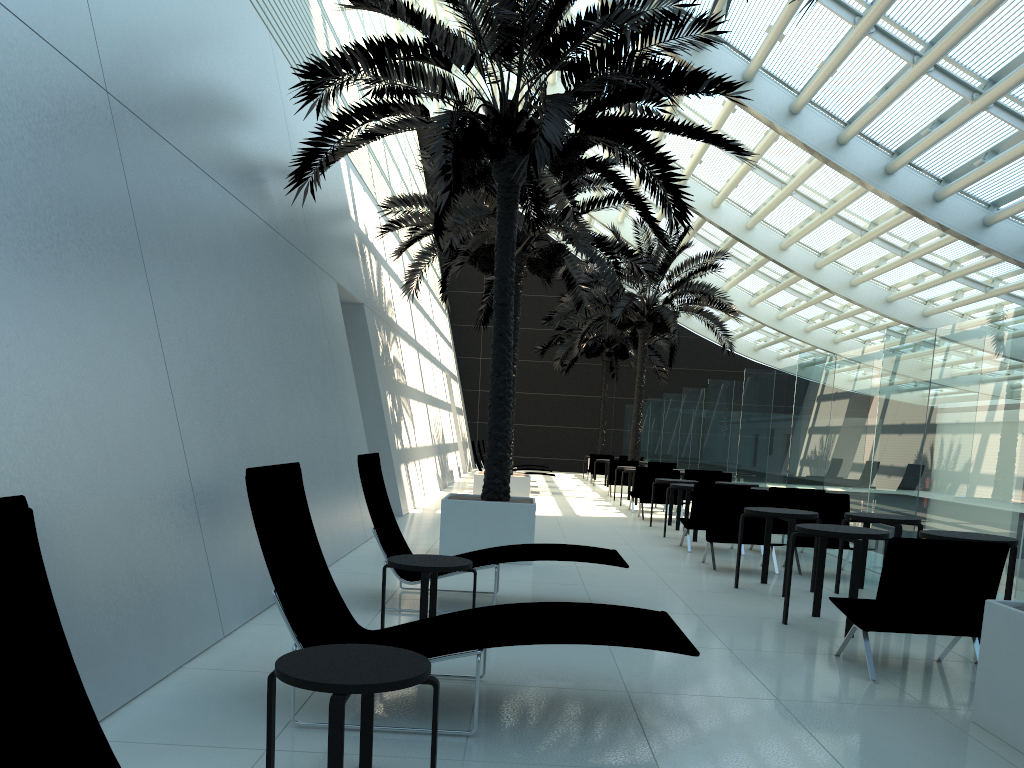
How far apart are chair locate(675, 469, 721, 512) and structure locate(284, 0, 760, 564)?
6.38m

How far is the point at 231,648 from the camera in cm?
506

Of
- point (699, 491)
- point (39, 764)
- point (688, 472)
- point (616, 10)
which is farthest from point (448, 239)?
point (39, 764)

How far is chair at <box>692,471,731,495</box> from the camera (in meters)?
15.61

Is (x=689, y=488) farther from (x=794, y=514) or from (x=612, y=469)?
(x=612, y=469)

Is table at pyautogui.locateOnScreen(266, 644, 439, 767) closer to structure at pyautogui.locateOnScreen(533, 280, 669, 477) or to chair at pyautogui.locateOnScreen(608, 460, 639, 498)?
chair at pyautogui.locateOnScreen(608, 460, 639, 498)

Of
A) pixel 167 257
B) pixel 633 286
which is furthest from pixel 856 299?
pixel 167 257

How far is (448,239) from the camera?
13.82m

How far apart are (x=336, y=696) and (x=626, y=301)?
19.2 meters

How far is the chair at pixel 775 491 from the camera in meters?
10.8 m
